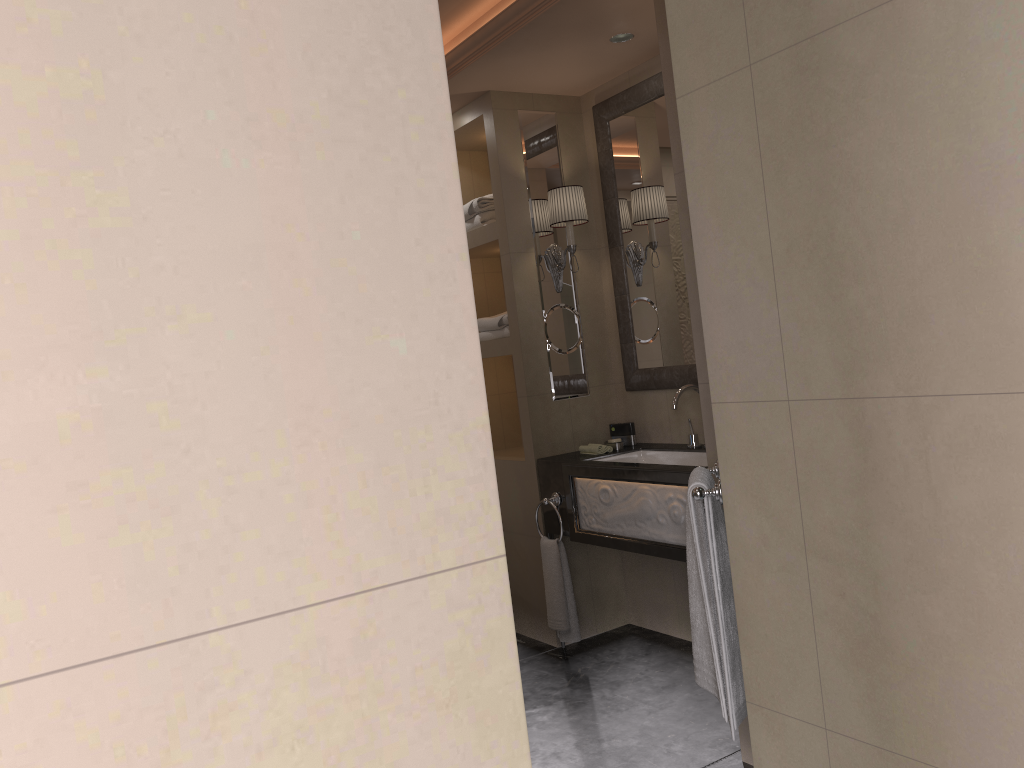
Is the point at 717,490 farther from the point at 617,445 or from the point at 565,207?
the point at 565,207

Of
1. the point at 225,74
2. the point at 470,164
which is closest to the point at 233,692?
the point at 225,74

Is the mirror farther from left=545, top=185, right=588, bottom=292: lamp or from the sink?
the sink

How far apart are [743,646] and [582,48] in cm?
252

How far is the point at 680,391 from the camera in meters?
3.5

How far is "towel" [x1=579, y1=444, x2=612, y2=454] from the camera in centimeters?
383cm

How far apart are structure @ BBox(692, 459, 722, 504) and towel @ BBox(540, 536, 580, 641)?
1.4m

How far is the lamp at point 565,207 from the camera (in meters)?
3.85

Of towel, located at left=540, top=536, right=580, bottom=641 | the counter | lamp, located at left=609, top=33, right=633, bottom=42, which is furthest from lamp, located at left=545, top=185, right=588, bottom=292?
towel, located at left=540, top=536, right=580, bottom=641

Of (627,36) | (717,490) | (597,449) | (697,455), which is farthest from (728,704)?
(627,36)
